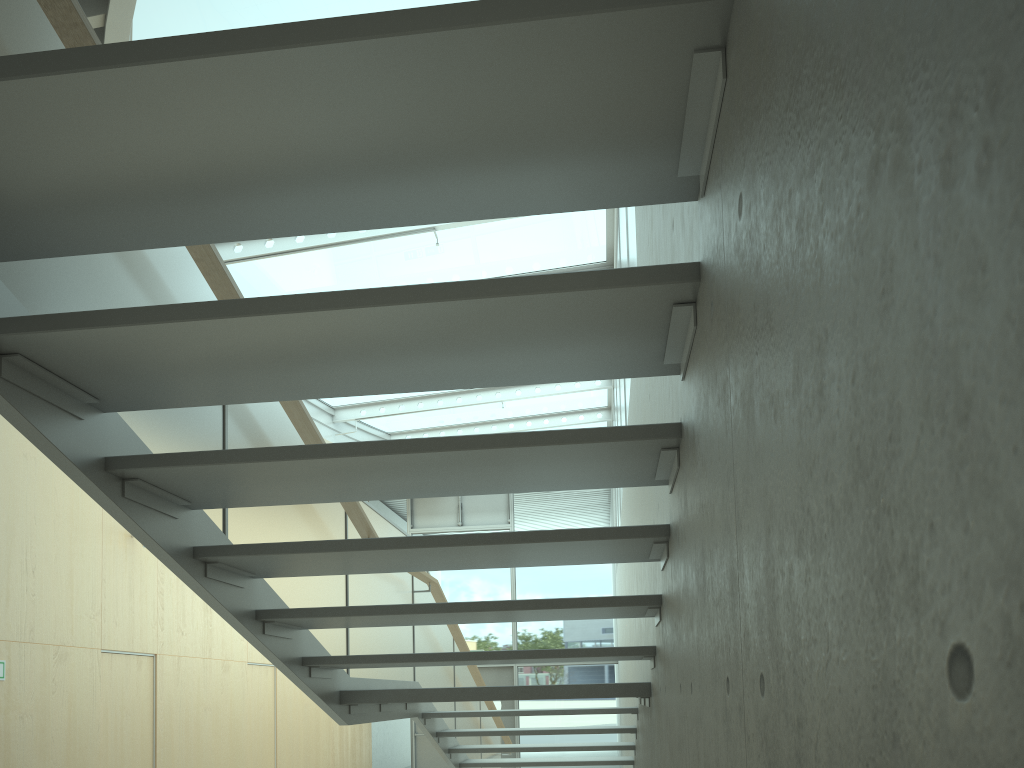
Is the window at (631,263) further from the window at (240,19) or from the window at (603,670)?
the window at (603,670)

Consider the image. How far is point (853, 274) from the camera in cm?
71

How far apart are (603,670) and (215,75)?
14.8m

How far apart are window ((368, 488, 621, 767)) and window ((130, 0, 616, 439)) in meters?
→ 1.3 m

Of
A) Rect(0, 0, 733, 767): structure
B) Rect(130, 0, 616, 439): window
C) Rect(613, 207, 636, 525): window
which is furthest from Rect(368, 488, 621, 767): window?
Rect(0, 0, 733, 767): structure

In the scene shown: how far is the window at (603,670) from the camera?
15.0m

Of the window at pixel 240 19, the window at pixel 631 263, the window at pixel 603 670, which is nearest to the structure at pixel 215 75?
the window at pixel 631 263

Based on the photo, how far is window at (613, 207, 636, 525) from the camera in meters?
5.8

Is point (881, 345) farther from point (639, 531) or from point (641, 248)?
point (641, 248)

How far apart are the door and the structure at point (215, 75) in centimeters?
594cm
